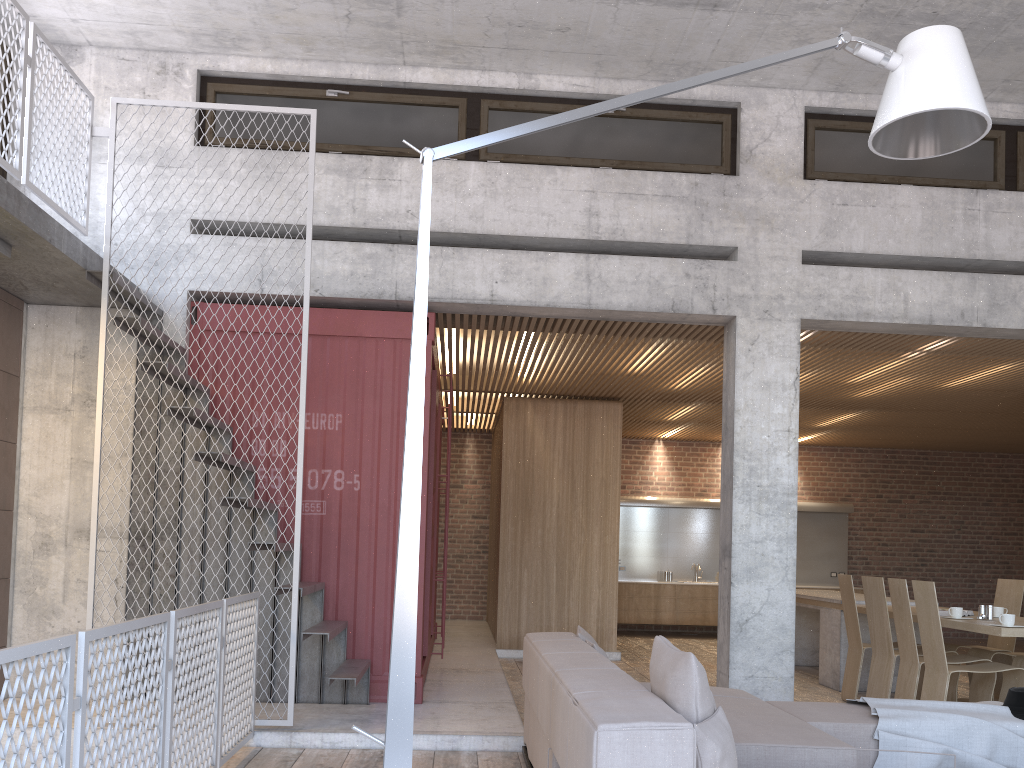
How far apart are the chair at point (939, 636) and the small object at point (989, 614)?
0.46m

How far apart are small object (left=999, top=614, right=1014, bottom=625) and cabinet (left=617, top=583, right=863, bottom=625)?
7.5 meters

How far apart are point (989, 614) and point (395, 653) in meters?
5.8 m

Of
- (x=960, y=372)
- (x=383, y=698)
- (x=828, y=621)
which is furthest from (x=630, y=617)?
(x=383, y=698)

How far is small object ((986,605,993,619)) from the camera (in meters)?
6.85

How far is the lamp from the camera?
2.90m

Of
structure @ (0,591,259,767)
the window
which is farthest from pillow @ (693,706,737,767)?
the window

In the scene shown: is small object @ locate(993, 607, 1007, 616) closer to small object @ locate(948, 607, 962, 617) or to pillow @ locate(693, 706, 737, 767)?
small object @ locate(948, 607, 962, 617)

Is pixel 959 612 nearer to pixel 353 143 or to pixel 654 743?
pixel 654 743

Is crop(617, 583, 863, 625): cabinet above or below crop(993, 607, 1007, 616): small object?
below
